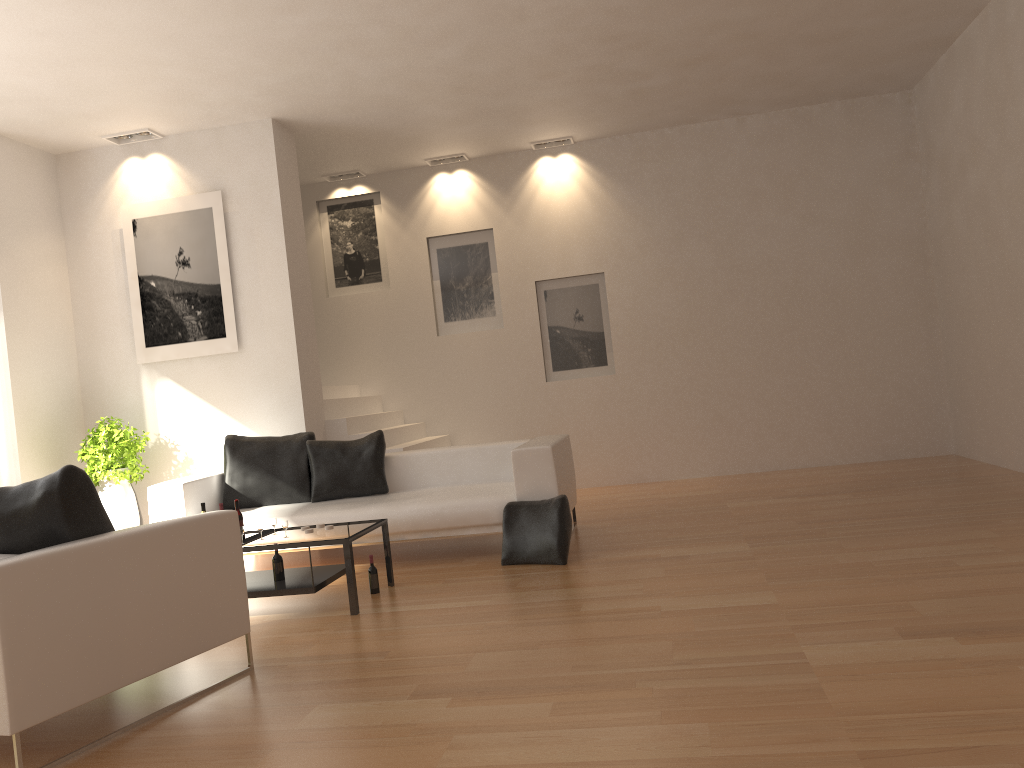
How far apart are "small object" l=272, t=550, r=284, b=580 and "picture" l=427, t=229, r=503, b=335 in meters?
5.0

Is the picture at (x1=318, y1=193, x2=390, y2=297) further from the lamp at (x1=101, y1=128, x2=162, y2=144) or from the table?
the table

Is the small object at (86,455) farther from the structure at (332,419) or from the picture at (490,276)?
the picture at (490,276)

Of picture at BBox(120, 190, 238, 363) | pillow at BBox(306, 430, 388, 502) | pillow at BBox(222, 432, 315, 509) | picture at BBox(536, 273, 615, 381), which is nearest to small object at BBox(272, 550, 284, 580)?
pillow at BBox(306, 430, 388, 502)

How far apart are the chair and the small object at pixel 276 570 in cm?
125

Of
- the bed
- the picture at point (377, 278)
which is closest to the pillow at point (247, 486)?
the bed

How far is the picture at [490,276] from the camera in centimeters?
989cm

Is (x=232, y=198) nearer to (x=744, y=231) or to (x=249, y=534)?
(x=249, y=534)

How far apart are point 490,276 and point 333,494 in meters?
3.8

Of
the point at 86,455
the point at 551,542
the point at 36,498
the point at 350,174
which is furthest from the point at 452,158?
the point at 36,498
